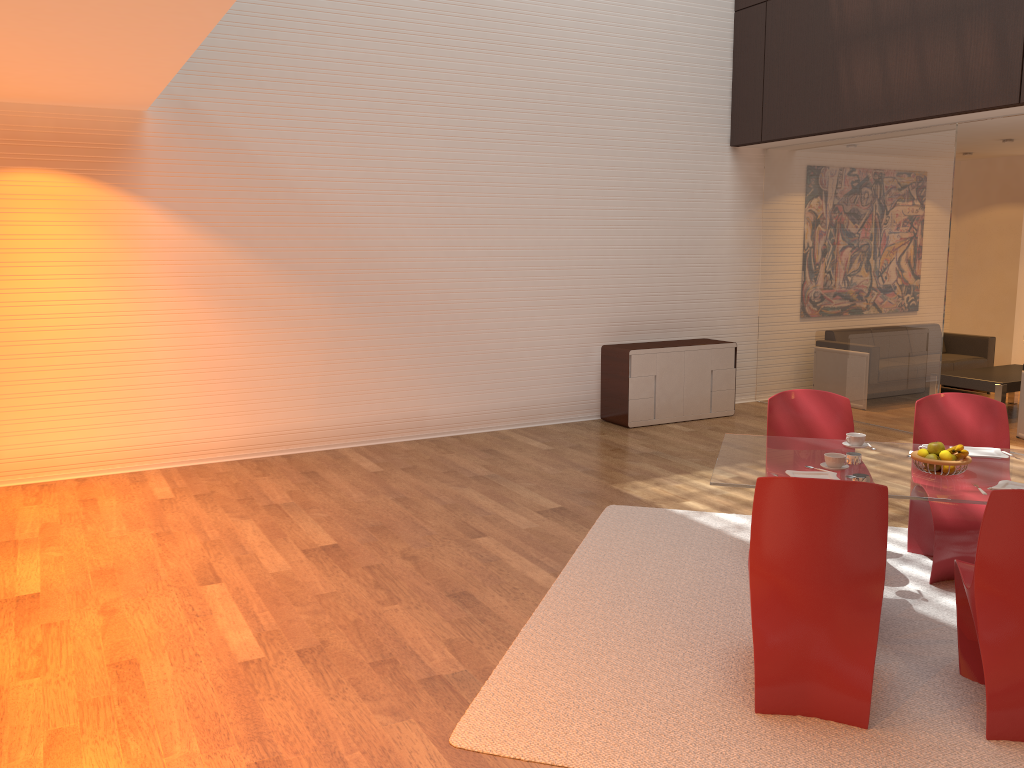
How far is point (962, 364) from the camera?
A: 9.75m

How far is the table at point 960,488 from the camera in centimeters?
353cm

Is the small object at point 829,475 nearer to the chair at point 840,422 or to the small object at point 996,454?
the small object at point 996,454

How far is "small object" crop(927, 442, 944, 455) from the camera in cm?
374

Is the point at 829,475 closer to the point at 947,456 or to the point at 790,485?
the point at 947,456

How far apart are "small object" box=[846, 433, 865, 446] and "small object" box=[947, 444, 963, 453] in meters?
0.5 m

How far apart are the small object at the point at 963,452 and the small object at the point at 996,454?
0.4 meters

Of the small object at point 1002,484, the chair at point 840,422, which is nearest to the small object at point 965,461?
the small object at point 1002,484

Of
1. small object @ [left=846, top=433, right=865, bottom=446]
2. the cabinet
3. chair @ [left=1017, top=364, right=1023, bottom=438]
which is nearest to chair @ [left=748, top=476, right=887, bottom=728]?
small object @ [left=846, top=433, right=865, bottom=446]

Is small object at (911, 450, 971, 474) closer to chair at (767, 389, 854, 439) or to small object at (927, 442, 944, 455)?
small object at (927, 442, 944, 455)
